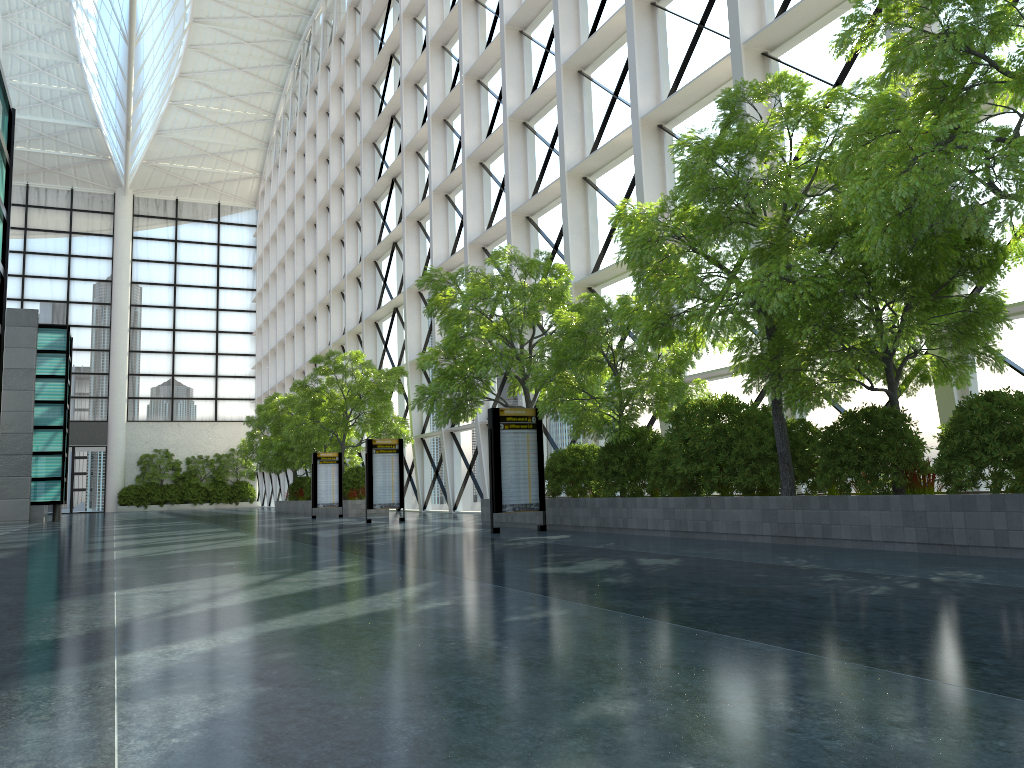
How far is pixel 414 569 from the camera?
10.3 meters
